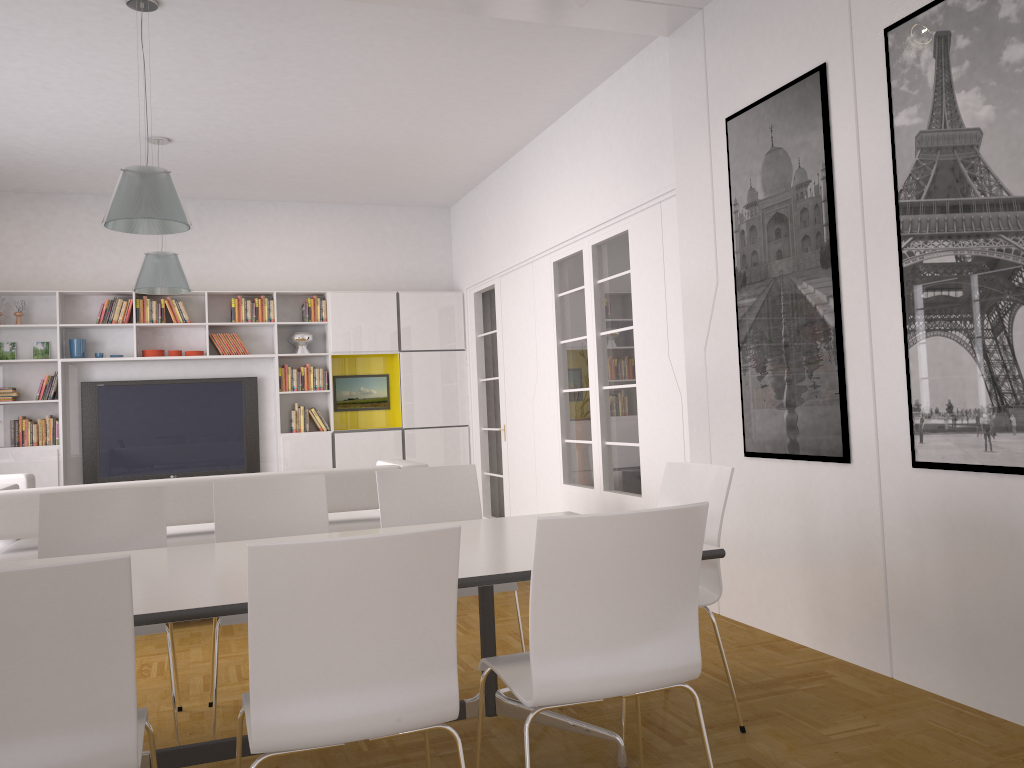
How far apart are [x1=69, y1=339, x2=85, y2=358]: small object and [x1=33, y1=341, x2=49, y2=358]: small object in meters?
0.3 m

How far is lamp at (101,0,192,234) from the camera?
4.6m

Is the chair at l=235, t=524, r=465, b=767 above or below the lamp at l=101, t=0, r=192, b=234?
below

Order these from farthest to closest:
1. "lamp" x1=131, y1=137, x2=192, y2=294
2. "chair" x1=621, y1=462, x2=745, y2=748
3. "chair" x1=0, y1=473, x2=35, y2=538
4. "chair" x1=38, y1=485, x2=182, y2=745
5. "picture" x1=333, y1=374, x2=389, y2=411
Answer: "picture" x1=333, y1=374, x2=389, y2=411, "lamp" x1=131, y1=137, x2=192, y2=294, "chair" x1=0, y1=473, x2=35, y2=538, "chair" x1=38, y1=485, x2=182, y2=745, "chair" x1=621, y1=462, x2=745, y2=748

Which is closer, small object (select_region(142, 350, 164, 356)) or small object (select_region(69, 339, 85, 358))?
small object (select_region(69, 339, 85, 358))

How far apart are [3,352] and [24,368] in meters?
0.2 m

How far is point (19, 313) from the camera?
8.4m

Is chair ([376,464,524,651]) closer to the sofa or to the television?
the sofa

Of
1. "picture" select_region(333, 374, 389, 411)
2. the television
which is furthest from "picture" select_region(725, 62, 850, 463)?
the television

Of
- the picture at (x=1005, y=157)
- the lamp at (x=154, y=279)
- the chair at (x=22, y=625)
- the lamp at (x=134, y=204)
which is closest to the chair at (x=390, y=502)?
the chair at (x=22, y=625)
